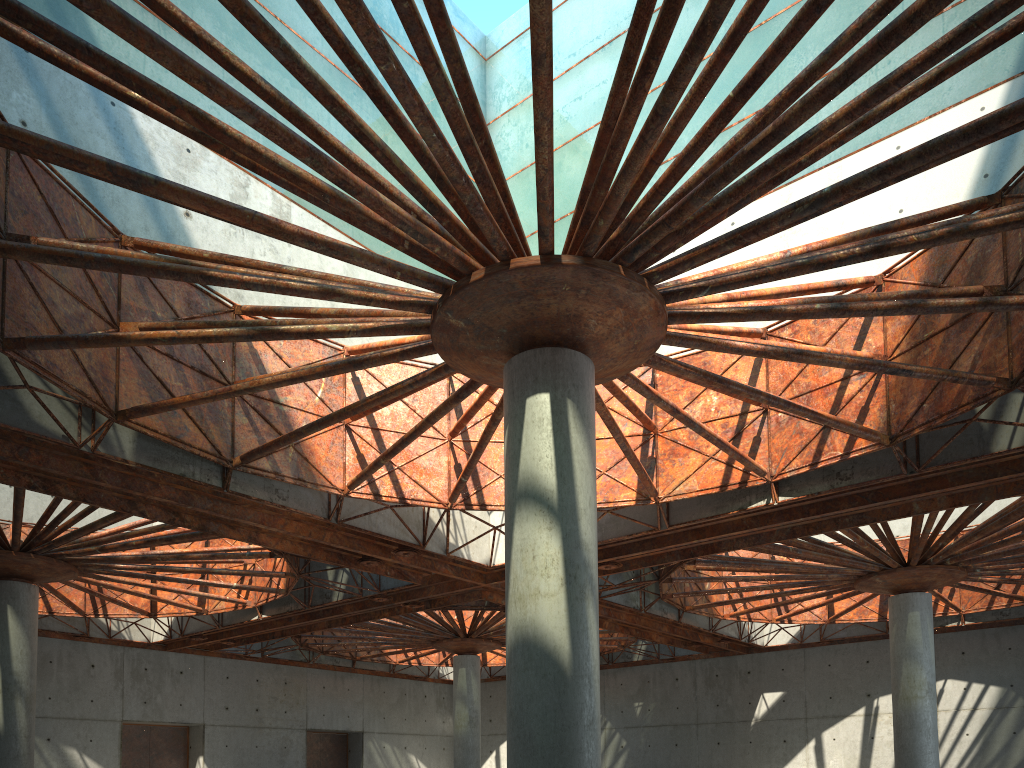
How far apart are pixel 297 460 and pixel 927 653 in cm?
3029
